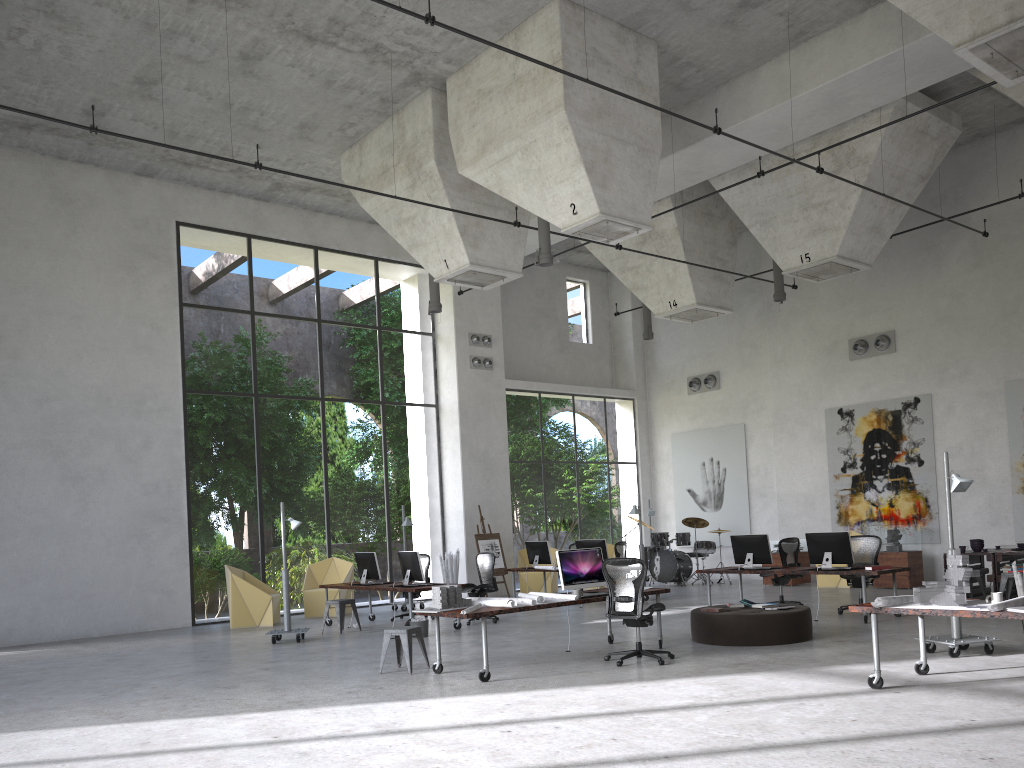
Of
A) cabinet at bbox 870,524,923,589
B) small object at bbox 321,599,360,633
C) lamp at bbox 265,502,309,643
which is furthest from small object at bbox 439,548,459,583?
cabinet at bbox 870,524,923,589

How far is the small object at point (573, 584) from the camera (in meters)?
10.22

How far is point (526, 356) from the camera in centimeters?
2277cm

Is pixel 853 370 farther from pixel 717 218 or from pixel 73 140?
pixel 73 140

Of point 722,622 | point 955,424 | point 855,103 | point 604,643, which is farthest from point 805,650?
point 955,424

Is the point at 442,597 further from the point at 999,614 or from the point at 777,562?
the point at 777,562

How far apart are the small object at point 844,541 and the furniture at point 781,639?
2.16m

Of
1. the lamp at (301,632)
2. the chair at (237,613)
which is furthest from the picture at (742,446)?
the lamp at (301,632)

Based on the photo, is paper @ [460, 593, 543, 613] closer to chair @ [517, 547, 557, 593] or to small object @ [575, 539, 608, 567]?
small object @ [575, 539, 608, 567]

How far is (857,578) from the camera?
13.1m
